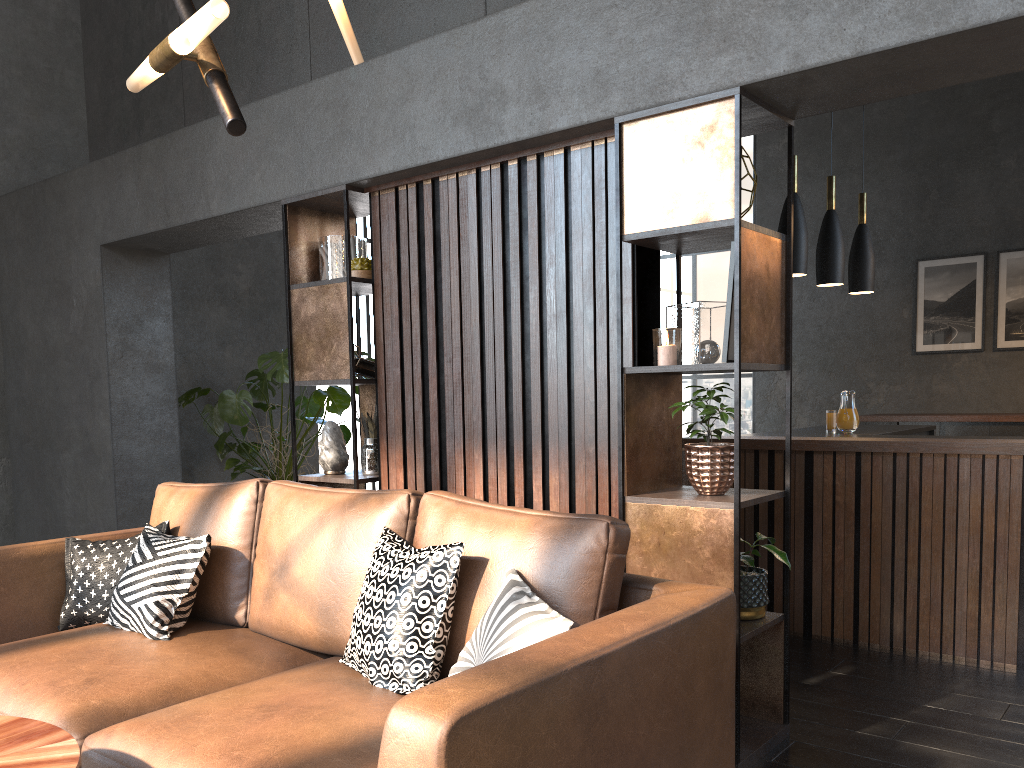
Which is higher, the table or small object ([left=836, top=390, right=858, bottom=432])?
small object ([left=836, top=390, right=858, bottom=432])

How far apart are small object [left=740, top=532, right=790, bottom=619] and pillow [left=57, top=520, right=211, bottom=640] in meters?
1.7

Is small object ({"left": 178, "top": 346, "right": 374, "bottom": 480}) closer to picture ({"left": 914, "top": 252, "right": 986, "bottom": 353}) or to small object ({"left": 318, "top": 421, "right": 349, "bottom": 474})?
small object ({"left": 318, "top": 421, "right": 349, "bottom": 474})

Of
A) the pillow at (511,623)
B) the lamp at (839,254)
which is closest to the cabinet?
the lamp at (839,254)

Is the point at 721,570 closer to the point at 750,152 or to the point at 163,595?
the point at 163,595

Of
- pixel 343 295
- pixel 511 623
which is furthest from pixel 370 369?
pixel 511 623

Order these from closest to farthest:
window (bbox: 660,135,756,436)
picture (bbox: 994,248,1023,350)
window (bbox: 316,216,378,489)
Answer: picture (bbox: 994,248,1023,350)
window (bbox: 316,216,378,489)
window (bbox: 660,135,756,436)

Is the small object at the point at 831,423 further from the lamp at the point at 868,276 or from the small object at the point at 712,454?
the small object at the point at 712,454

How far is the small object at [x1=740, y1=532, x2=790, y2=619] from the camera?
2.84m

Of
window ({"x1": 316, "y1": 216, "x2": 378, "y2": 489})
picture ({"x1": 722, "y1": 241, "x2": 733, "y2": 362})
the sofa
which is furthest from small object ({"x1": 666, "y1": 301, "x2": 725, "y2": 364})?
window ({"x1": 316, "y1": 216, "x2": 378, "y2": 489})
